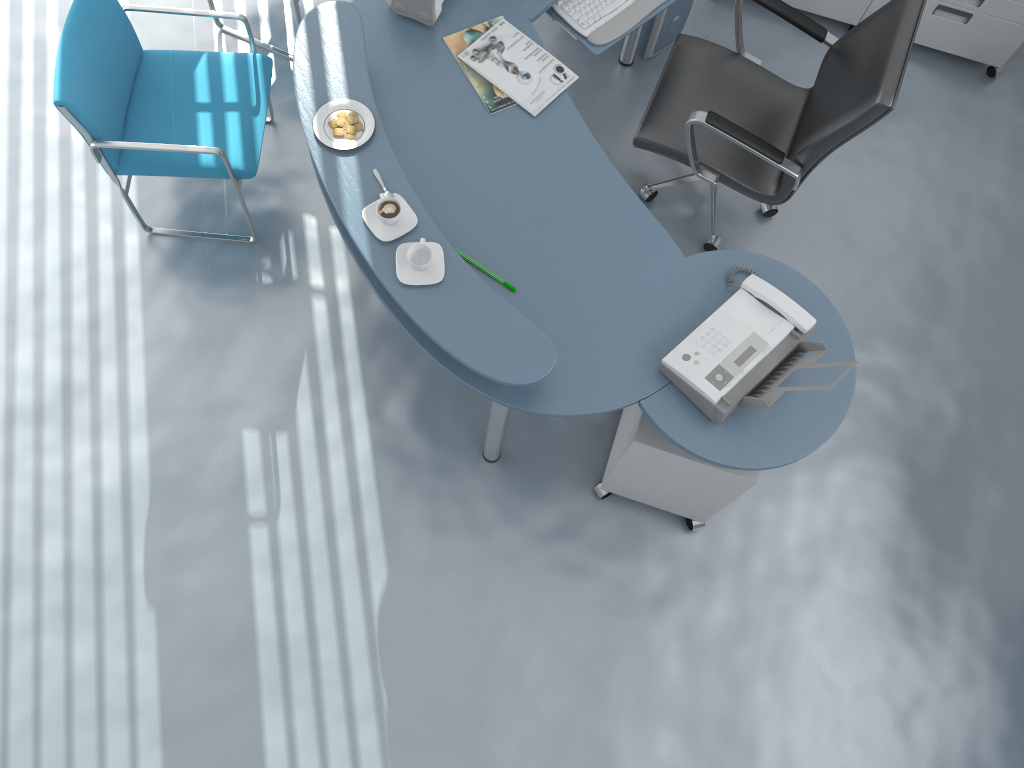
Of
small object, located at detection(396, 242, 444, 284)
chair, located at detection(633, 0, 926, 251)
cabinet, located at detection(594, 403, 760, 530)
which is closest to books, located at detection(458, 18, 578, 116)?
chair, located at detection(633, 0, 926, 251)

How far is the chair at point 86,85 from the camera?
2.6m

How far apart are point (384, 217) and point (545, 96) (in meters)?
0.70

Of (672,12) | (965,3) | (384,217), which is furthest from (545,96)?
(965,3)

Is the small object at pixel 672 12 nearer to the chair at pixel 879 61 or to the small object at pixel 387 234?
the chair at pixel 879 61

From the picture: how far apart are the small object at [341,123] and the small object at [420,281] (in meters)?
0.40

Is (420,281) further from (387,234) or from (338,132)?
(338,132)

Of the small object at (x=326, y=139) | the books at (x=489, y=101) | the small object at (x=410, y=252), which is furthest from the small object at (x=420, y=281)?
the books at (x=489, y=101)

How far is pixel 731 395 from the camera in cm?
221

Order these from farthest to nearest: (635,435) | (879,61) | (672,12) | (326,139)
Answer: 1. (672,12)
2. (879,61)
3. (635,435)
4. (326,139)
